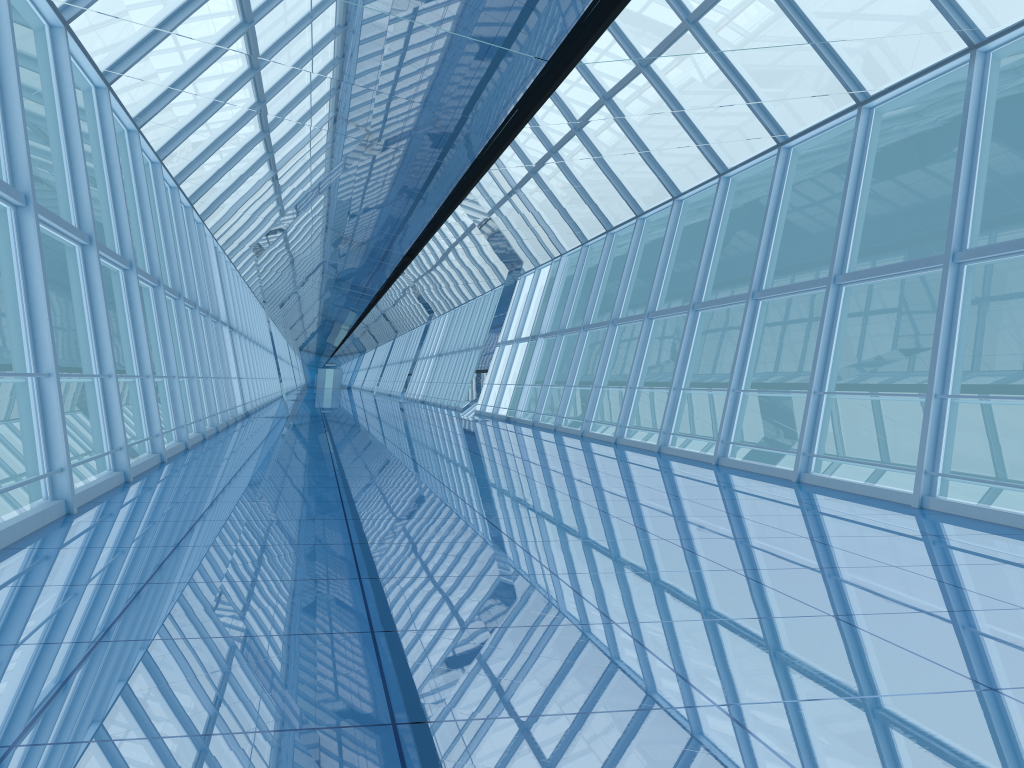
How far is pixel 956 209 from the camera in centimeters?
823cm

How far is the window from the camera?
8.23m

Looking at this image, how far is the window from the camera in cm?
823
